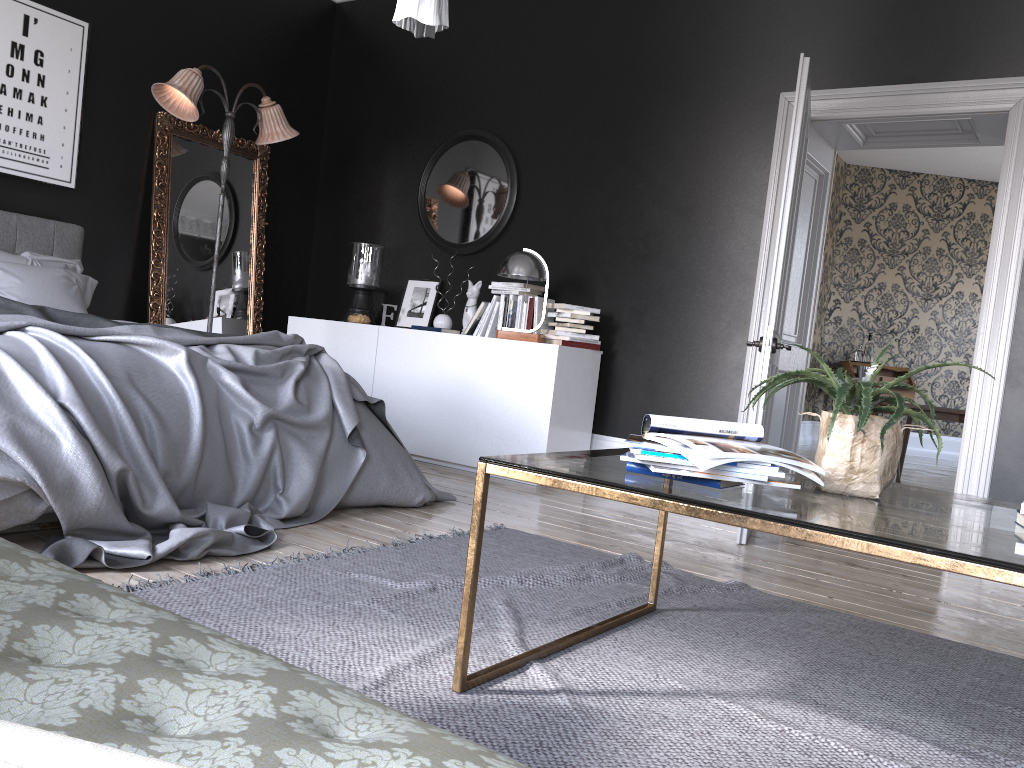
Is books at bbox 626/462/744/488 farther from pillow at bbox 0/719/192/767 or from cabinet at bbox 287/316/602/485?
cabinet at bbox 287/316/602/485

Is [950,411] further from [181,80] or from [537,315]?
[181,80]

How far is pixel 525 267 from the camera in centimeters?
553cm

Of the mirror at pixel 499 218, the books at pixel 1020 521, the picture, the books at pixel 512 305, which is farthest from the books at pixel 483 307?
the books at pixel 1020 521

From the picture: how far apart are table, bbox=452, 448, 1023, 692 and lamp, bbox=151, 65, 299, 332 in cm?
417

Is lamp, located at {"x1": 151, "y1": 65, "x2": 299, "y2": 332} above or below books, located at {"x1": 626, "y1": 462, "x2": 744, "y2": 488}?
above

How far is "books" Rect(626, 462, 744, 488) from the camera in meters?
1.9 m

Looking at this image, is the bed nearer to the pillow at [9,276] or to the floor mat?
the pillow at [9,276]

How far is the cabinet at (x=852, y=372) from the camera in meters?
11.8 m

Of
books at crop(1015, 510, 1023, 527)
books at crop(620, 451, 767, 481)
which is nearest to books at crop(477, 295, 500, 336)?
books at crop(620, 451, 767, 481)
